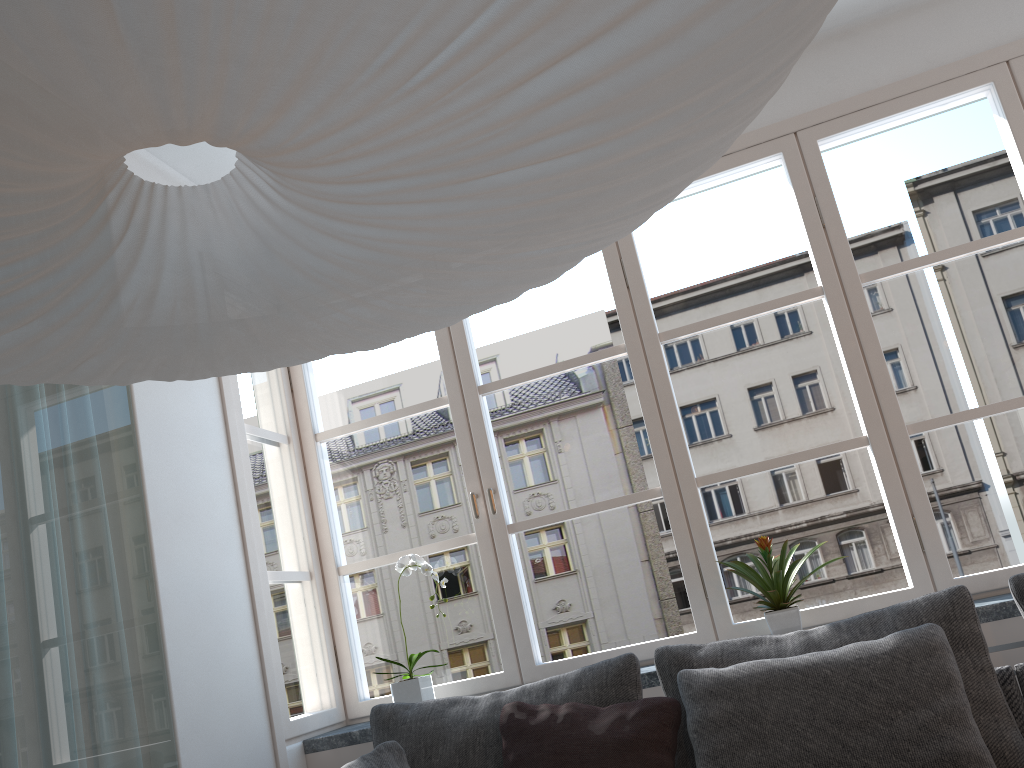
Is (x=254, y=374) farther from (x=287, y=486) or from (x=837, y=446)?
(x=837, y=446)

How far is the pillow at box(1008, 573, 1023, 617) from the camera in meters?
2.2

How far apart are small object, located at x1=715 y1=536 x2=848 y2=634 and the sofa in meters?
0.6

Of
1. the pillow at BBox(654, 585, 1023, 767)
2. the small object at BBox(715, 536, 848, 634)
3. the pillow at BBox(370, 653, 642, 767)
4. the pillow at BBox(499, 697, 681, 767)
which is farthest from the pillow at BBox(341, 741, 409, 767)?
the small object at BBox(715, 536, 848, 634)

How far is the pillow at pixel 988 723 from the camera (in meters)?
2.01

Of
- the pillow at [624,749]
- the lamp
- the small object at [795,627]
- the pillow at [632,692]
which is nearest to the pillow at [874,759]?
the pillow at [624,749]

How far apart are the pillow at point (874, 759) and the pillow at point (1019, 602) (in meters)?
0.23

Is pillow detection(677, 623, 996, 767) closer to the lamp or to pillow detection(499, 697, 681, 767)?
pillow detection(499, 697, 681, 767)

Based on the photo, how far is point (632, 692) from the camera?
2.3m

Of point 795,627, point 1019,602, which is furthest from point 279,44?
point 795,627
